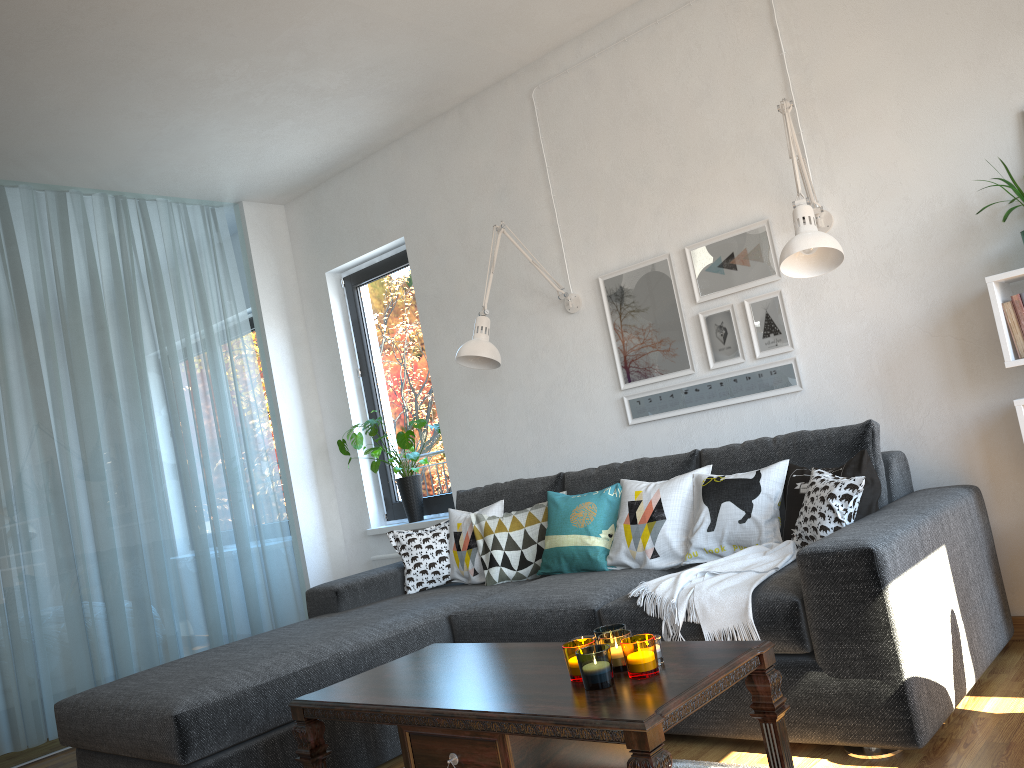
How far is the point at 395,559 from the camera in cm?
507

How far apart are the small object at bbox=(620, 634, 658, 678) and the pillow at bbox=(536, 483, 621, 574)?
1.41m

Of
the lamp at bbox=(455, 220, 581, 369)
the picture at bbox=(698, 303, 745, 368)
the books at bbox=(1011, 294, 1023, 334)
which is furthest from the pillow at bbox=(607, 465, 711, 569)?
the books at bbox=(1011, 294, 1023, 334)

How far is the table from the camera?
1.76m

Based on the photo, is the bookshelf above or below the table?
above

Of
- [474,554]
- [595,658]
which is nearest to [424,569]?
[474,554]

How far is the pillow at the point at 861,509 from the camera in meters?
2.8 m

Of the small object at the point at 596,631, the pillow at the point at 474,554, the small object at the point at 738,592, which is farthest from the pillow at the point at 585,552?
the small object at the point at 596,631

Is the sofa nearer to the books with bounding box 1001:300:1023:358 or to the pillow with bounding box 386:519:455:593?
the pillow with bounding box 386:519:455:593

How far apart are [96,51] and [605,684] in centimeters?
306cm
